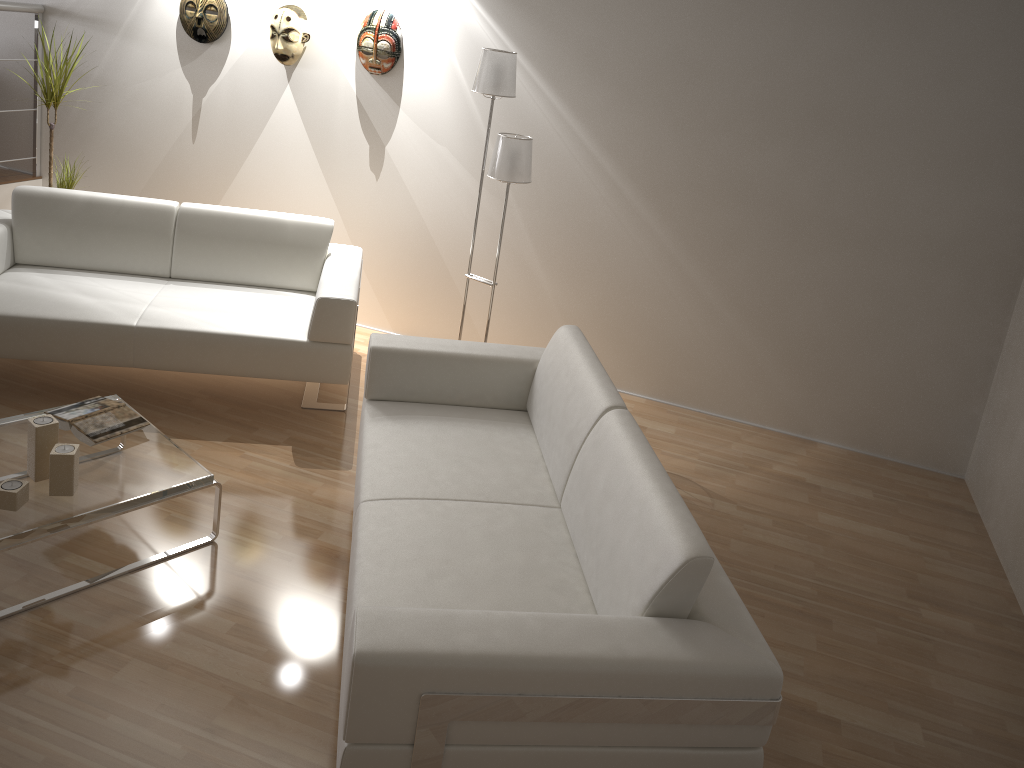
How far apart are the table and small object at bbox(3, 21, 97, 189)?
2.17m

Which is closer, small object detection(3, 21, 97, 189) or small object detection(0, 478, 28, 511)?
small object detection(0, 478, 28, 511)

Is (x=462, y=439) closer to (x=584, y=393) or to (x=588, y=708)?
(x=584, y=393)

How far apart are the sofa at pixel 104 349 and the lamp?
0.5m

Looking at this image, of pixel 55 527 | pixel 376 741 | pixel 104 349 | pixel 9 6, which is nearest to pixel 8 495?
pixel 55 527

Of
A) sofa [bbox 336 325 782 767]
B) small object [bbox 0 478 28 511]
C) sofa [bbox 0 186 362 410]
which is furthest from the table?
sofa [bbox 0 186 362 410]

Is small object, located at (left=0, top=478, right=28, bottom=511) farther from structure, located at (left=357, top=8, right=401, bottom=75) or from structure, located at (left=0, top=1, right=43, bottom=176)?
structure, located at (left=0, top=1, right=43, bottom=176)

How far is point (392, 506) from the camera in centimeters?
261cm

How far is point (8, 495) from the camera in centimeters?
253cm

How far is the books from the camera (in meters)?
2.92
